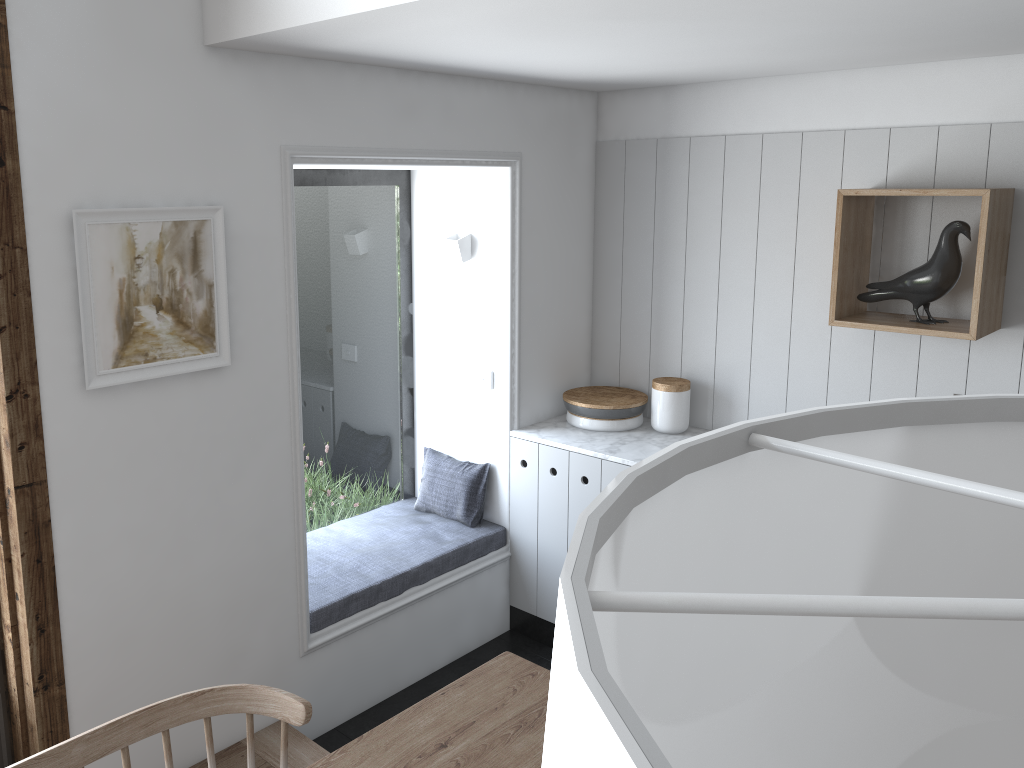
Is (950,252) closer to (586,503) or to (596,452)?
(596,452)

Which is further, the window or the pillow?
the pillow

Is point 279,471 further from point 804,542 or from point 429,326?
point 804,542

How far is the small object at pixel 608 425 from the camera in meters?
3.7

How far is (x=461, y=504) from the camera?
3.77m

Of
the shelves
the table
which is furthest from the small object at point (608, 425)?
the table

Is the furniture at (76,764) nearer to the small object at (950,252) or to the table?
the table

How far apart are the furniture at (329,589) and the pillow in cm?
2

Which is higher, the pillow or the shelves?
the shelves

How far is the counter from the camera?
3.42m
